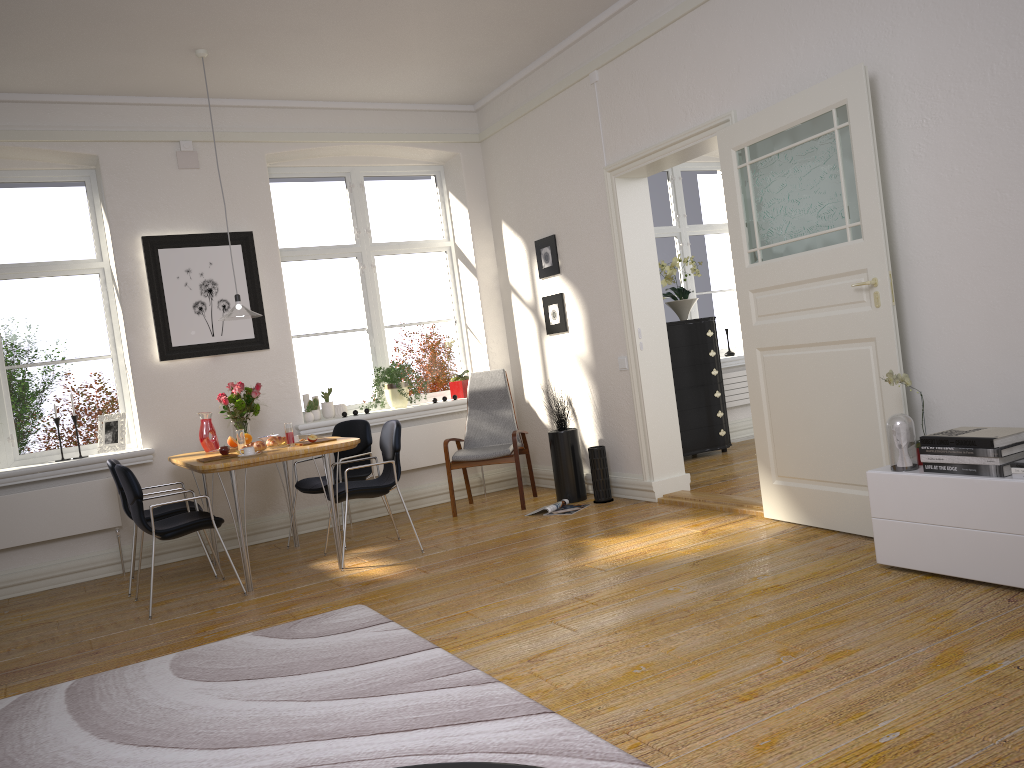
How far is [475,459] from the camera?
6.4m

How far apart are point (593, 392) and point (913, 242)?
2.8 meters

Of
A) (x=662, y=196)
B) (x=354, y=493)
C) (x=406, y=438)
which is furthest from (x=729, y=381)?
(x=354, y=493)

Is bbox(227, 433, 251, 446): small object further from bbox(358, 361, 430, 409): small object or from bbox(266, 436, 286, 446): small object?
bbox(358, 361, 430, 409): small object

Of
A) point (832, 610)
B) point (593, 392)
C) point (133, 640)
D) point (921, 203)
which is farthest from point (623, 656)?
point (593, 392)

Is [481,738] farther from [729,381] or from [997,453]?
[729,381]

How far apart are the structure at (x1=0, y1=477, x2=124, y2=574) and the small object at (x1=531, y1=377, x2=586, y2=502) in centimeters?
301cm

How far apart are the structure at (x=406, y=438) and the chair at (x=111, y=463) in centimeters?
149cm

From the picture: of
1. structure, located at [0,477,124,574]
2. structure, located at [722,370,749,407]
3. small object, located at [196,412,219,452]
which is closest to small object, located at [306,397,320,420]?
small object, located at [196,412,219,452]

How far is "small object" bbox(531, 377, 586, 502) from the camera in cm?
631
